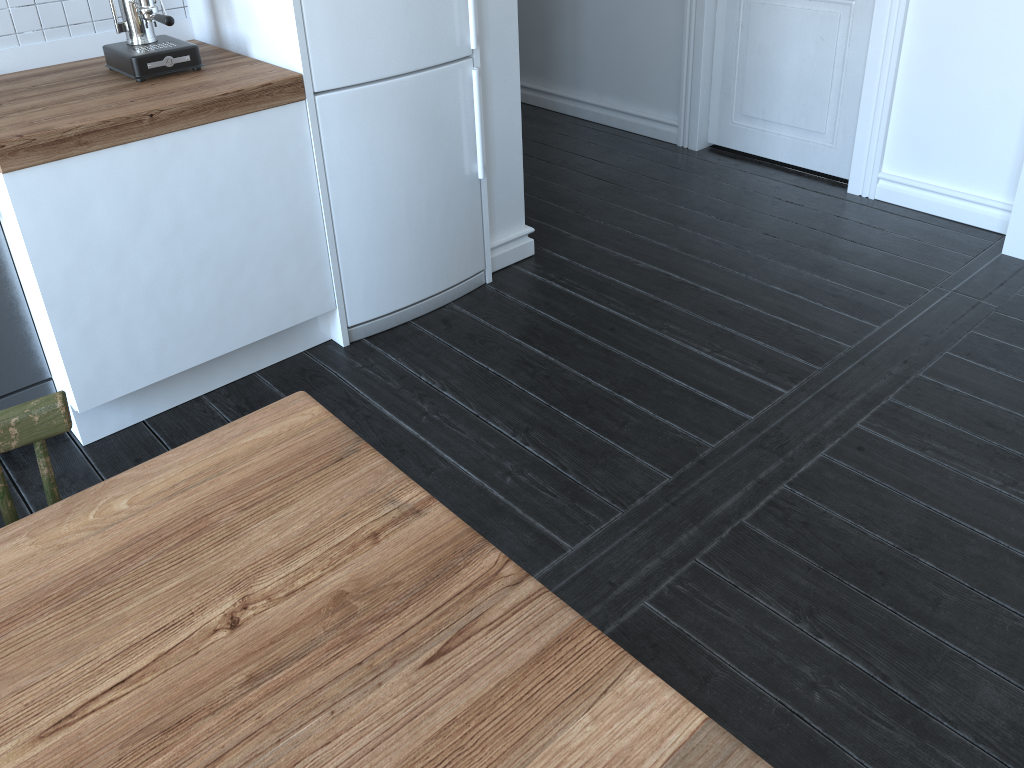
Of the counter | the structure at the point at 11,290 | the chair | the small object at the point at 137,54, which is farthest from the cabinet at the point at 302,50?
the chair

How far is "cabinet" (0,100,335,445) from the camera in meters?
2.1

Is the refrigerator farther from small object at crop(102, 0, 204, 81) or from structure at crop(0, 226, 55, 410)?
structure at crop(0, 226, 55, 410)

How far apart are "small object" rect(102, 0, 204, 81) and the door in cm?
237

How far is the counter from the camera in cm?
200

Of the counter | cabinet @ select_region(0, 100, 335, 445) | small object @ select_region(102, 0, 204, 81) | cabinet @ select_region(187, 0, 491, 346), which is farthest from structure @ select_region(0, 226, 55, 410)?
cabinet @ select_region(187, 0, 491, 346)

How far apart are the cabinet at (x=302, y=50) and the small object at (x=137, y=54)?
0.2 meters

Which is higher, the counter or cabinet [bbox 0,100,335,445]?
the counter

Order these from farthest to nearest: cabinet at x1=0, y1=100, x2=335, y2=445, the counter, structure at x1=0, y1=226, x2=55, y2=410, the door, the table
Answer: the door
structure at x1=0, y1=226, x2=55, y2=410
cabinet at x1=0, y1=100, x2=335, y2=445
the counter
the table

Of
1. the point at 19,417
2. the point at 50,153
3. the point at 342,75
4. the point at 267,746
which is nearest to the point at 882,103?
the point at 342,75
